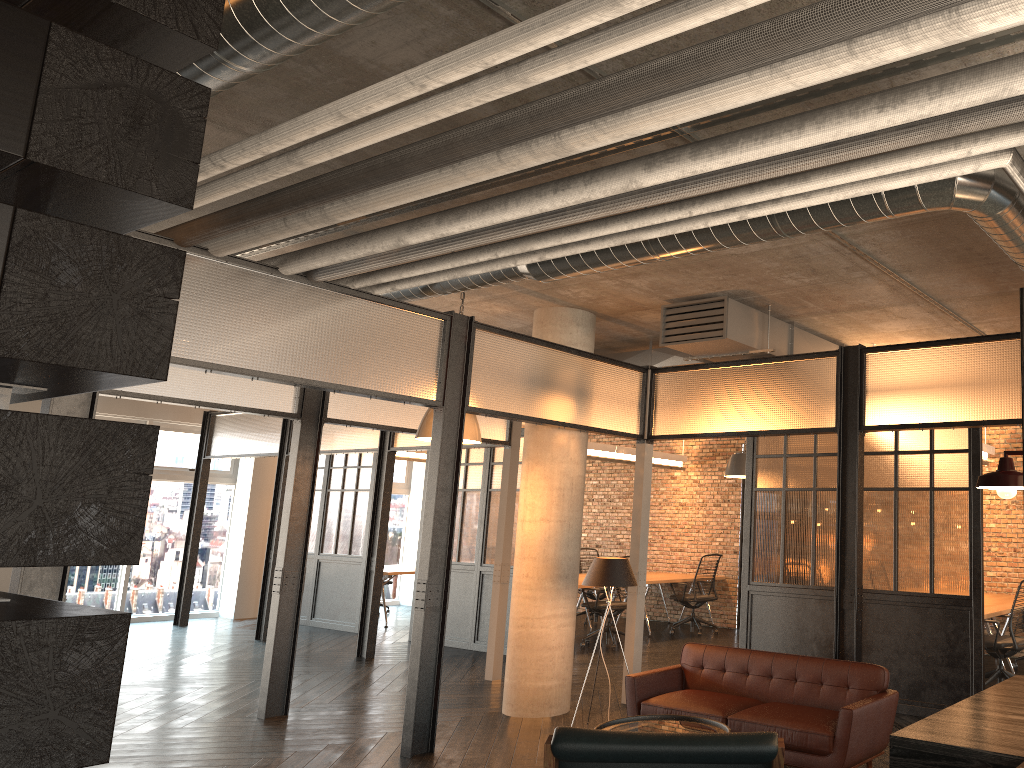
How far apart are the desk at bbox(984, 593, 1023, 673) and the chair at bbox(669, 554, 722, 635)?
3.3 meters

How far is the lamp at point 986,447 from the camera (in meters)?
8.91

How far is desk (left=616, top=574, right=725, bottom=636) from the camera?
10.91m

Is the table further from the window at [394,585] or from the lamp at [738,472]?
the window at [394,585]

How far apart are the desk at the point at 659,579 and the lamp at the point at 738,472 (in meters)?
2.62

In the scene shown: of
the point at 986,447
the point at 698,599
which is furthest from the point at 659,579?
the point at 986,447

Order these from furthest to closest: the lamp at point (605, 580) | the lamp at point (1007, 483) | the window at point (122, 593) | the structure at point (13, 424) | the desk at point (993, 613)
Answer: the window at point (122, 593), the desk at point (993, 613), the lamp at point (605, 580), the lamp at point (1007, 483), the structure at point (13, 424)

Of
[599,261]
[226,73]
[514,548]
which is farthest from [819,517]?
[226,73]

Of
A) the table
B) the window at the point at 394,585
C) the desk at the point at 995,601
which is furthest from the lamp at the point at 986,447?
the window at the point at 394,585

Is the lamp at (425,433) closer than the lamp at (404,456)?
Yes
